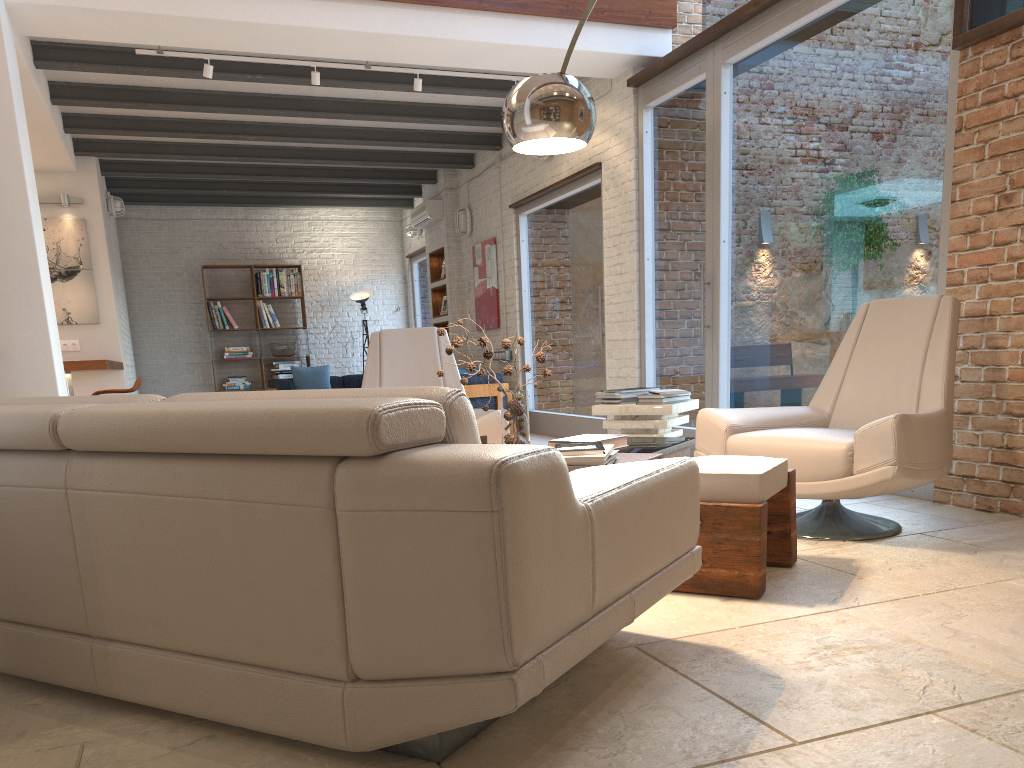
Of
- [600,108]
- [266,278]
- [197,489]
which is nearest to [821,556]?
[197,489]

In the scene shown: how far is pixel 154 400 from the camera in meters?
2.2 m

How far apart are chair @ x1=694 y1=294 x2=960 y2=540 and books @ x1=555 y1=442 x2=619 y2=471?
0.68m

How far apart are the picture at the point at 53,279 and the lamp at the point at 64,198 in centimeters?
20cm

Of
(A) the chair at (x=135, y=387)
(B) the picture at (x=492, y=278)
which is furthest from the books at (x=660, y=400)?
(B) the picture at (x=492, y=278)

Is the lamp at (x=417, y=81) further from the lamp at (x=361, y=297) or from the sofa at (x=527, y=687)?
the lamp at (x=361, y=297)

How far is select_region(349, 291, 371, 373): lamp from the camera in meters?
13.0

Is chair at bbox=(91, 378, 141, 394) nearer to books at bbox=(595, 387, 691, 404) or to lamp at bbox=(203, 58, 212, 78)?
lamp at bbox=(203, 58, 212, 78)

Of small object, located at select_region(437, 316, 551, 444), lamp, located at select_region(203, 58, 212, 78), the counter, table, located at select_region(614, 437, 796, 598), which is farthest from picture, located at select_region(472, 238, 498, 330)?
small object, located at select_region(437, 316, 551, 444)

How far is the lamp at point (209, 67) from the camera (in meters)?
6.27
